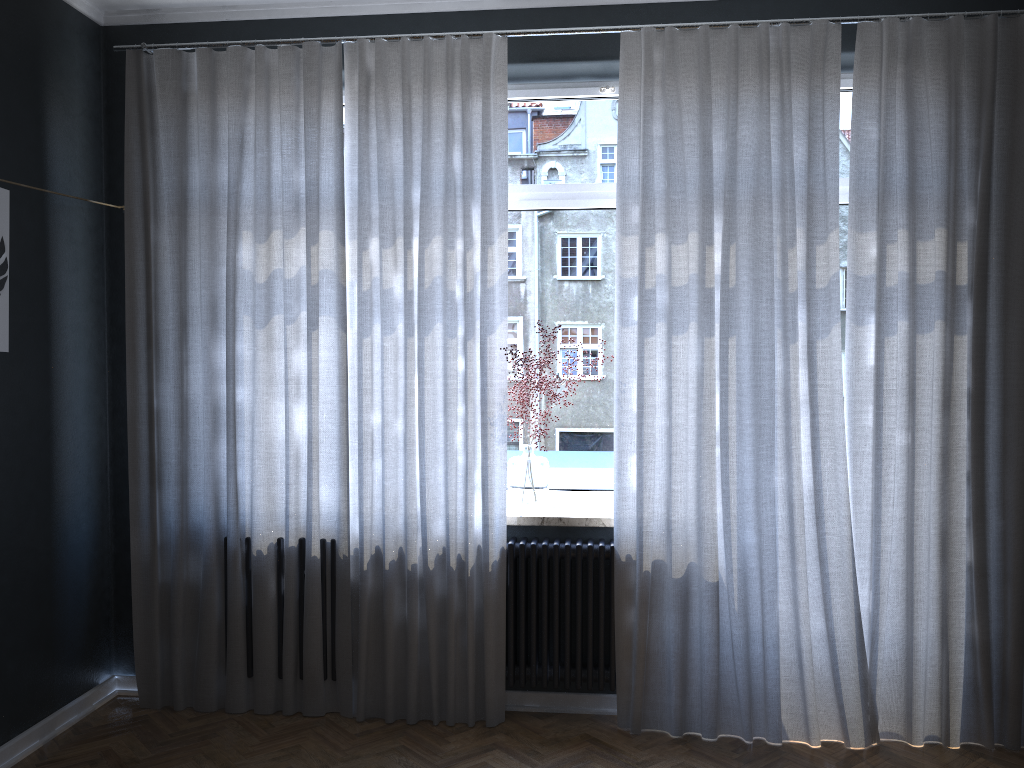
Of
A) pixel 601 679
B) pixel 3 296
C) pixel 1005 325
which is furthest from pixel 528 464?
pixel 3 296

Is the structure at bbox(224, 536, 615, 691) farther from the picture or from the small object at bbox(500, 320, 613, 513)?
the picture

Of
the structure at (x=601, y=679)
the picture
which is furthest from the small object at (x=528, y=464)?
the picture

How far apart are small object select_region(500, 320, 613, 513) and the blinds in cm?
14

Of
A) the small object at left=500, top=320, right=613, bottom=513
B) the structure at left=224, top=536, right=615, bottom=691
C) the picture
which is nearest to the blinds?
the structure at left=224, top=536, right=615, bottom=691

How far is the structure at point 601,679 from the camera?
3.6m

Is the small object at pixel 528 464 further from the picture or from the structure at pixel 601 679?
the picture

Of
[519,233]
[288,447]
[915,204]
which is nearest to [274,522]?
[288,447]

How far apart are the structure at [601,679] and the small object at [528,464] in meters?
0.1

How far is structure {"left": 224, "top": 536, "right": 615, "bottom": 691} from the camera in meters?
3.6
